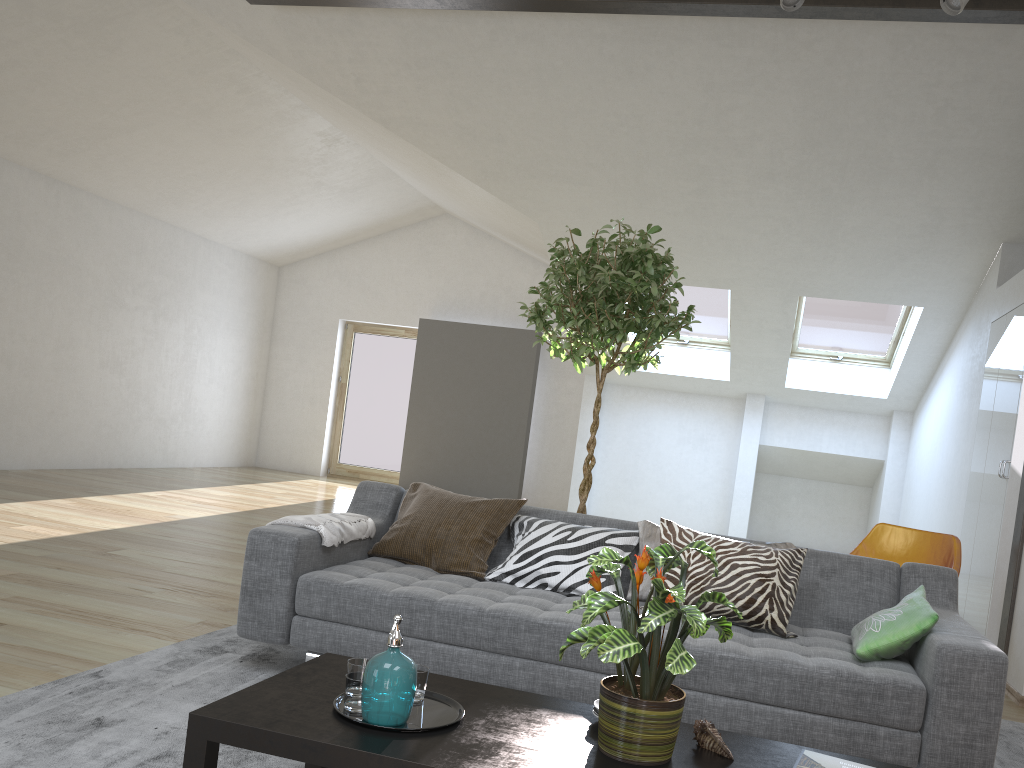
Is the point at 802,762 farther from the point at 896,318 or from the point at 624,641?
the point at 896,318

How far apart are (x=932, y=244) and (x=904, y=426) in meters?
3.1 m

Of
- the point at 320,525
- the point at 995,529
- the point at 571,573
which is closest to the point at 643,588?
the point at 571,573

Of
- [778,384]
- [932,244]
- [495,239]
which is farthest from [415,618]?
[495,239]

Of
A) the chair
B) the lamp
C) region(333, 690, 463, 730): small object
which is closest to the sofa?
region(333, 690, 463, 730): small object

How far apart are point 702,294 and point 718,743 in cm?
729

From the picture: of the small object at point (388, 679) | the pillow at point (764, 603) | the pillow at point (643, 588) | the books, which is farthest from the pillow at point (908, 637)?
the small object at point (388, 679)

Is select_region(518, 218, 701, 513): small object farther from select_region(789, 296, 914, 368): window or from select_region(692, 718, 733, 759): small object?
select_region(789, 296, 914, 368): window

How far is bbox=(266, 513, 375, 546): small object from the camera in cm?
325

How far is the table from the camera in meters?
1.8
